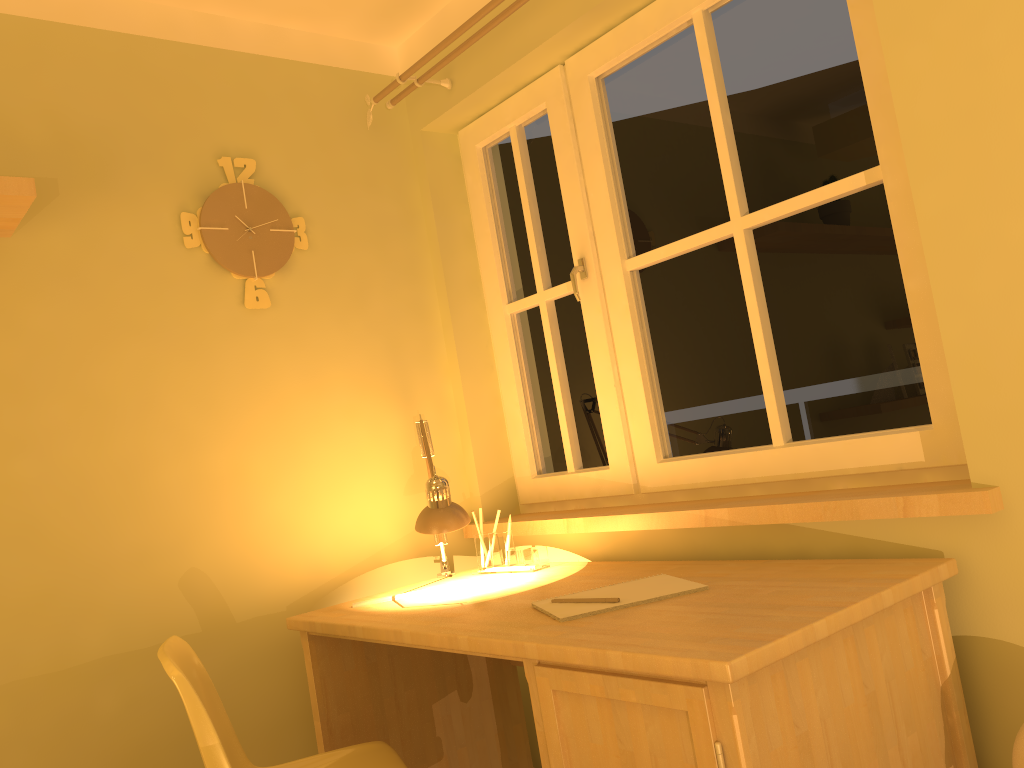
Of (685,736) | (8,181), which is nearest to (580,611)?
(685,736)

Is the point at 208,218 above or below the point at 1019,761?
above

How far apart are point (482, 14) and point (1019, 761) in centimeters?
197cm

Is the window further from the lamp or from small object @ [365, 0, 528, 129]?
the lamp

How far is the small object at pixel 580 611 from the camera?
1.65m

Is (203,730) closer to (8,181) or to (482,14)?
(8,181)

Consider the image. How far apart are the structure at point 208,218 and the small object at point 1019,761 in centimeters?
198cm

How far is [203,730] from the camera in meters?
A: 1.5

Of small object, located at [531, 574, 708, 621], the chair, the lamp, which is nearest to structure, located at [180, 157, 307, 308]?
the lamp

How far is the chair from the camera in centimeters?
154cm
